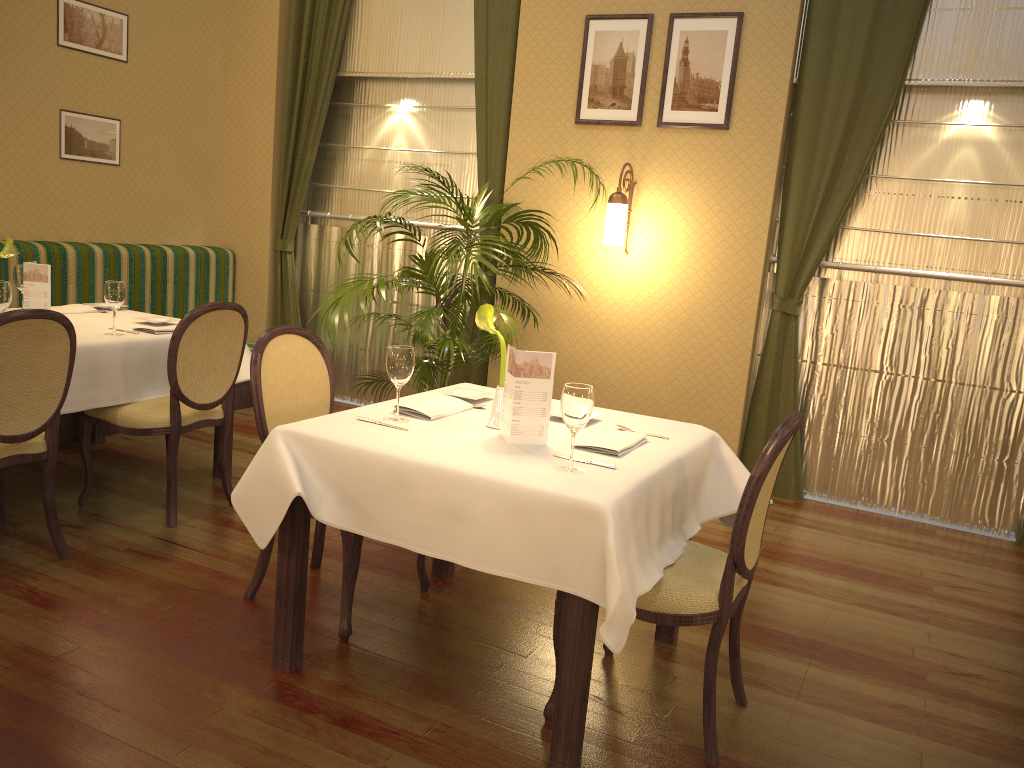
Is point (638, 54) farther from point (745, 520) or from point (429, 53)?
point (745, 520)

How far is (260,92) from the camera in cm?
632

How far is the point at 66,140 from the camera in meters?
5.4 m

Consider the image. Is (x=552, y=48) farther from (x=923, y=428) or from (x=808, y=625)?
(x=808, y=625)

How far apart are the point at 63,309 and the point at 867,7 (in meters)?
4.32

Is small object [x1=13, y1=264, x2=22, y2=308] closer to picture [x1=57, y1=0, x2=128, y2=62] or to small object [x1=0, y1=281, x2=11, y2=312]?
small object [x1=0, y1=281, x2=11, y2=312]

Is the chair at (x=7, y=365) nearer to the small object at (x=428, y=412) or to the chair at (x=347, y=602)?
the chair at (x=347, y=602)

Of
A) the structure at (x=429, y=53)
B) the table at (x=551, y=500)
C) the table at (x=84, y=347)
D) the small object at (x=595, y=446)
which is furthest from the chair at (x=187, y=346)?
the structure at (x=429, y=53)

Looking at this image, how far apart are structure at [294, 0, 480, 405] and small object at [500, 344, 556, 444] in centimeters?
354cm

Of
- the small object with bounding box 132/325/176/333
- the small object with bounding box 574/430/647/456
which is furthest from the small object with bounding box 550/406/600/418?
the small object with bounding box 132/325/176/333
